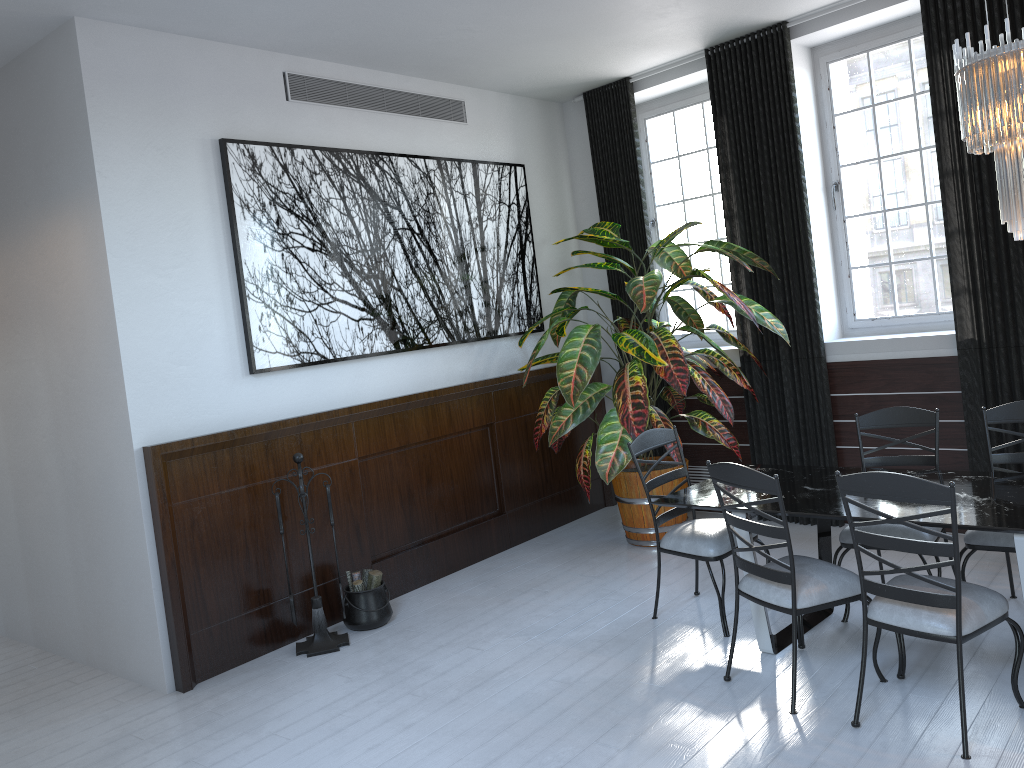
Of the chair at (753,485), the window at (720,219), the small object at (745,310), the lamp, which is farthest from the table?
the window at (720,219)

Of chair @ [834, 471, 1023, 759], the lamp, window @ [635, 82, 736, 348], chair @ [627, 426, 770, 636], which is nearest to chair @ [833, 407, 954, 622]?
chair @ [627, 426, 770, 636]

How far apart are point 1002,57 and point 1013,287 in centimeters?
220cm

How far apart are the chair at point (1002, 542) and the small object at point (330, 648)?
2.99m

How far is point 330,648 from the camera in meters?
4.7

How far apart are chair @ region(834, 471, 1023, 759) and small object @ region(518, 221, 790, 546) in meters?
1.9 m

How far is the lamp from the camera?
3.1 meters

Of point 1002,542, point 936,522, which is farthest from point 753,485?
point 1002,542

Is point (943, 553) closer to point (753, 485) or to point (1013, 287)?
point (753, 485)

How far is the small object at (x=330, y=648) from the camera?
4.7m
